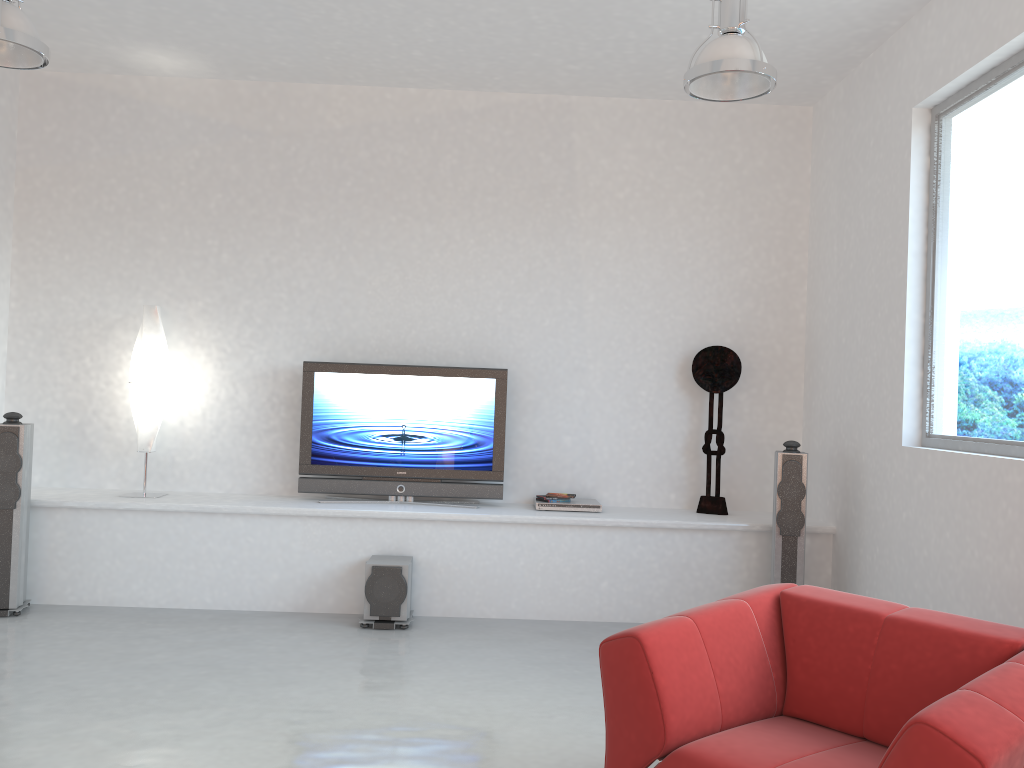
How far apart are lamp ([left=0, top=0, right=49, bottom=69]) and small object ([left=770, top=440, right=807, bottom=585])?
4.2m

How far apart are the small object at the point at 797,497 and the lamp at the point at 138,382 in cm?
389

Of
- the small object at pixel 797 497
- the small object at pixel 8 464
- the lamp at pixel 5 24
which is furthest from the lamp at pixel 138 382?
the small object at pixel 797 497

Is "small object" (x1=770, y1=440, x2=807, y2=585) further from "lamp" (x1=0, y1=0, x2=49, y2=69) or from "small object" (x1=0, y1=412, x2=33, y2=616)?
"small object" (x1=0, y1=412, x2=33, y2=616)

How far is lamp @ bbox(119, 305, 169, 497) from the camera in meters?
5.7 m

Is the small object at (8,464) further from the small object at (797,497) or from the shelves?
the small object at (797,497)

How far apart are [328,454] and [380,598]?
1.15m

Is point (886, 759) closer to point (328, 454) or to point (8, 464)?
point (328, 454)

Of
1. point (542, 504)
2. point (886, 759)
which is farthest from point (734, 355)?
point (886, 759)

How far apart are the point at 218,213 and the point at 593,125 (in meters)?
2.67
